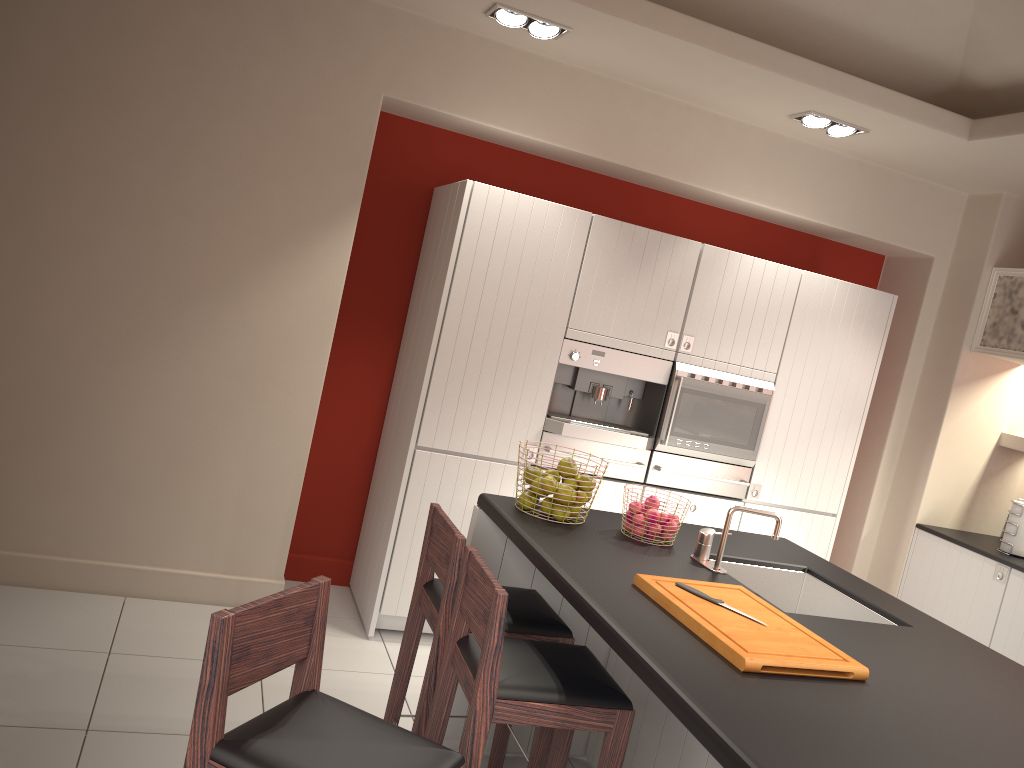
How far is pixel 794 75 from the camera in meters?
4.0 m

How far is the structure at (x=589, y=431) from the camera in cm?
445

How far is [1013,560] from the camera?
4.70m

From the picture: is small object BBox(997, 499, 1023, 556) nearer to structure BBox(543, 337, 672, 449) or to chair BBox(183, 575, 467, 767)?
structure BBox(543, 337, 672, 449)

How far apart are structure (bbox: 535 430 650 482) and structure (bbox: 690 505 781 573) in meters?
1.5

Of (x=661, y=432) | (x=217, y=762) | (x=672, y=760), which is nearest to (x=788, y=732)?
(x=217, y=762)

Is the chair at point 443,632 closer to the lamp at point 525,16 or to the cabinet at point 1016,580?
the lamp at point 525,16

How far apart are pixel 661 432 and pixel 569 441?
0.50m

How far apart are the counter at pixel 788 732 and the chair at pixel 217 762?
0.4 meters

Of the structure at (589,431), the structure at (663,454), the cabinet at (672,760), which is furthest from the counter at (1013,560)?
the cabinet at (672,760)
